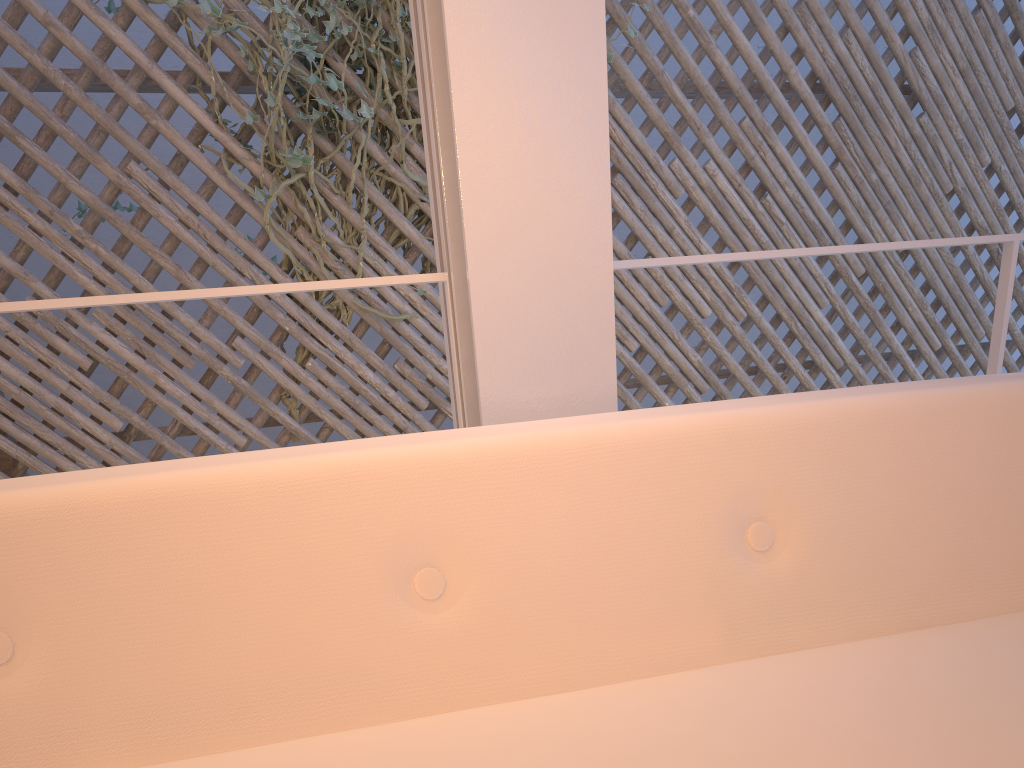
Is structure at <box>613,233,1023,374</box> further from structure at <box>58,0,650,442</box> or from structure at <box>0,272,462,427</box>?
structure at <box>58,0,650,442</box>

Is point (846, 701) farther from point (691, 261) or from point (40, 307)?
point (40, 307)

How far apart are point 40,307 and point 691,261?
0.76m

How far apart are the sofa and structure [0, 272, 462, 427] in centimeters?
41cm

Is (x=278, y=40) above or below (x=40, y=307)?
above

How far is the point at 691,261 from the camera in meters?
1.1

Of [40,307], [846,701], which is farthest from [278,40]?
[846,701]

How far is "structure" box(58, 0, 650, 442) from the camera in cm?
224

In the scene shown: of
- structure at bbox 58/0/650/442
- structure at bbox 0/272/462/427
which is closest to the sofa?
structure at bbox 0/272/462/427

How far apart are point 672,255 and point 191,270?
Result: 1.5 meters
